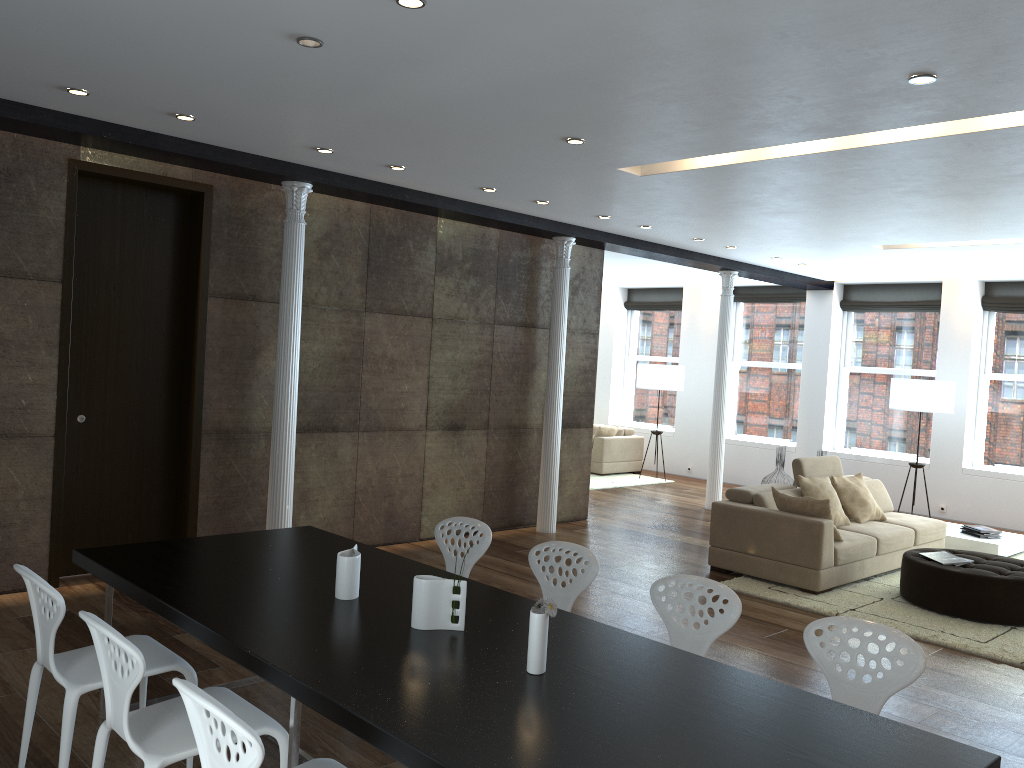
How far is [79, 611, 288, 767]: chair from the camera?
2.6 meters

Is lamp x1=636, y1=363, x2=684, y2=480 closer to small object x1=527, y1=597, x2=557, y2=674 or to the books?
the books

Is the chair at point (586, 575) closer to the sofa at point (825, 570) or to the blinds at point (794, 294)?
the sofa at point (825, 570)

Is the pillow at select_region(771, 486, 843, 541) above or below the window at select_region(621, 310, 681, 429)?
below

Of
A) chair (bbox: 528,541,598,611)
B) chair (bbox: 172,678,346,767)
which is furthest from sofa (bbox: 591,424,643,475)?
chair (bbox: 172,678,346,767)

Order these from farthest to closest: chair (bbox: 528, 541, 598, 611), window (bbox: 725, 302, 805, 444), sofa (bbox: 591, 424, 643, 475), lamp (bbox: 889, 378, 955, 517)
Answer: sofa (bbox: 591, 424, 643, 475), window (bbox: 725, 302, 805, 444), lamp (bbox: 889, 378, 955, 517), chair (bbox: 528, 541, 598, 611)

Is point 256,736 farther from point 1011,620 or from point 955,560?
point 955,560

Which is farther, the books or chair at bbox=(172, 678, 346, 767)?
the books

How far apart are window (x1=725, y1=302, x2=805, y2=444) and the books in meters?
6.2 m

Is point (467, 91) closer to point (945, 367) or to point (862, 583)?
point (862, 583)
